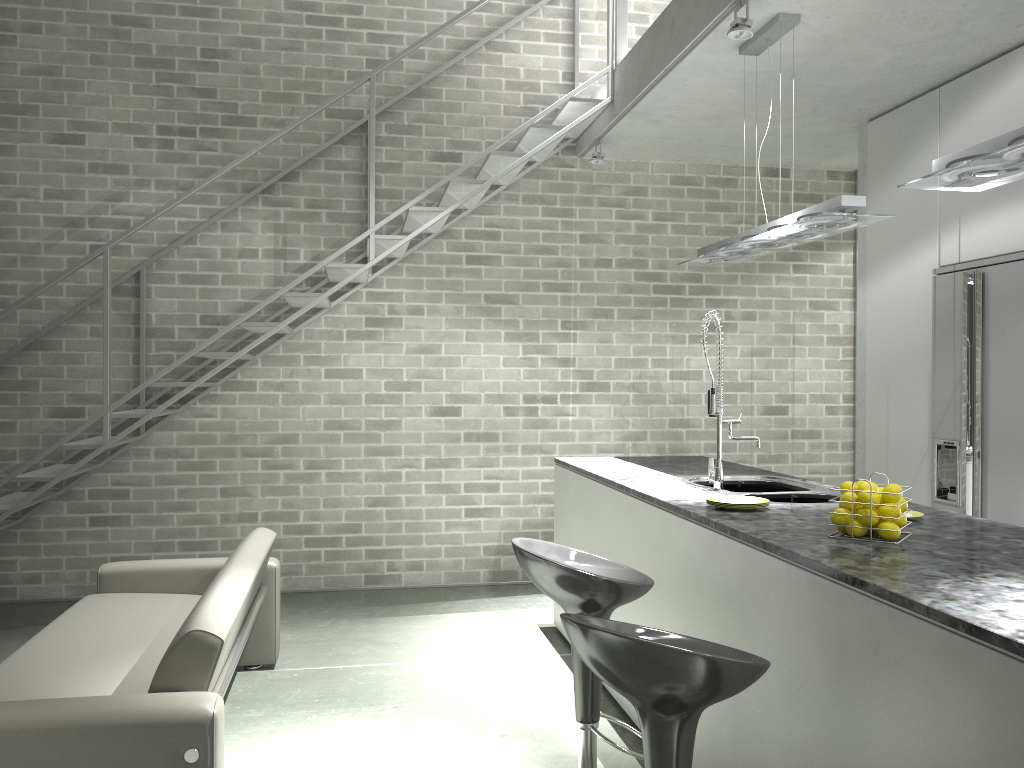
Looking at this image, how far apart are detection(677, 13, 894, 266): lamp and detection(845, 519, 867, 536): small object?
1.3 meters

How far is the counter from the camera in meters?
1.7

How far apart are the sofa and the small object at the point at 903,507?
2.0m

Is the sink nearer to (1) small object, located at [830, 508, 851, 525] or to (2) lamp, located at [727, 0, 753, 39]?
(1) small object, located at [830, 508, 851, 525]

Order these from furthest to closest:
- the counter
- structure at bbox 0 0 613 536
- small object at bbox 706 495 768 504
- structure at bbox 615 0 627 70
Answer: structure at bbox 615 0 627 70 → structure at bbox 0 0 613 536 → small object at bbox 706 495 768 504 → the counter

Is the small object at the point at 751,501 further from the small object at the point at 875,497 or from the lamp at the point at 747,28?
the lamp at the point at 747,28

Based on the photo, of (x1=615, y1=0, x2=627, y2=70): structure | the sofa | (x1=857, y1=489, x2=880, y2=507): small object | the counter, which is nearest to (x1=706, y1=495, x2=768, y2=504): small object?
the counter

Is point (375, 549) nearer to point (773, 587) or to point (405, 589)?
point (405, 589)

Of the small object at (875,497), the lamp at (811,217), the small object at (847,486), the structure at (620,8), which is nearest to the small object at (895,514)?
the small object at (875,497)

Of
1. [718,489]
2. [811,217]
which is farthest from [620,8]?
[718,489]
